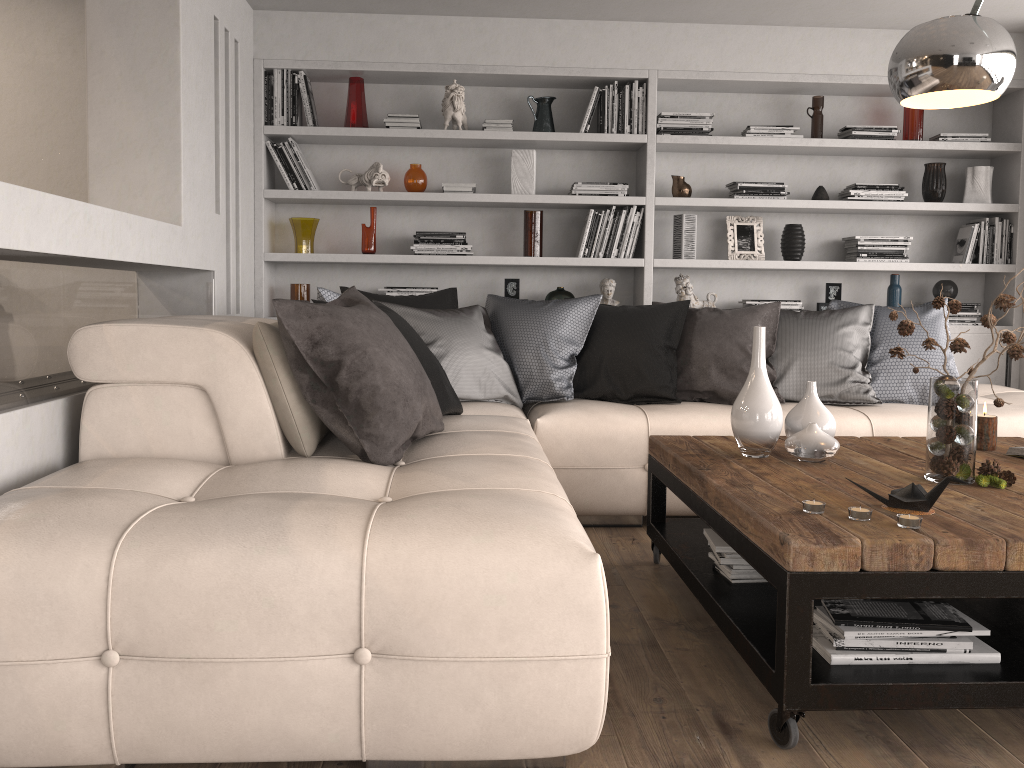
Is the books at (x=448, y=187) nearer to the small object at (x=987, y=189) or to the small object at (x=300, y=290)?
the small object at (x=300, y=290)

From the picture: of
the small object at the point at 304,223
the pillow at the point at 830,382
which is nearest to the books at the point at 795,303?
the pillow at the point at 830,382

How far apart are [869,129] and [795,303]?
1.04m

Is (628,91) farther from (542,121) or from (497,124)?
(497,124)

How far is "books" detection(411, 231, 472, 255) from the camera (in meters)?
4.84

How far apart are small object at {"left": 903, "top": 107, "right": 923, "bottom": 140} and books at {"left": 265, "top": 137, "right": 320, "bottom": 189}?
3.3 meters

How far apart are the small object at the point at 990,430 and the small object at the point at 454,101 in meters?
3.0

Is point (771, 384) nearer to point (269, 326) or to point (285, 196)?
point (269, 326)

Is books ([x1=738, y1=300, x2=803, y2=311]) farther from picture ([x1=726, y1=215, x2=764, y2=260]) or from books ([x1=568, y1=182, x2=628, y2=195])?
books ([x1=568, y1=182, x2=628, y2=195])

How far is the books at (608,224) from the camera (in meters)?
4.89
